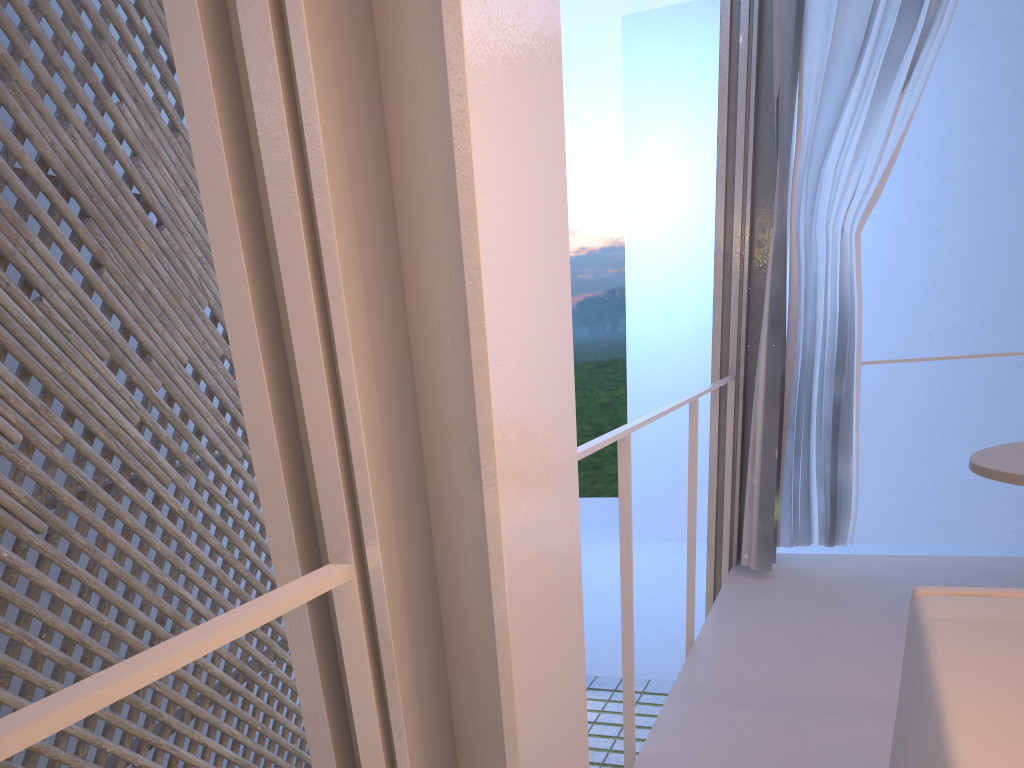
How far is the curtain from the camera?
2.03m

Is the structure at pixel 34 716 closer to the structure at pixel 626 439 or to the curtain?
the structure at pixel 626 439

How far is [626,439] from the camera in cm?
117

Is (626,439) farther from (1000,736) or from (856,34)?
(856,34)

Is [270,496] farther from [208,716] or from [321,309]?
[208,716]

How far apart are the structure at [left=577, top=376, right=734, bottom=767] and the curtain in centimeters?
14cm

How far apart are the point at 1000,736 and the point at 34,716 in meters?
0.5

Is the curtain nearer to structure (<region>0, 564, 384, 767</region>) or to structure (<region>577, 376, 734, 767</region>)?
structure (<region>577, 376, 734, 767</region>)

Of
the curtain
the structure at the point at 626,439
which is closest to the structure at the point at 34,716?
the structure at the point at 626,439

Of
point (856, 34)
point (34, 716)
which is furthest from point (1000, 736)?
point (856, 34)
